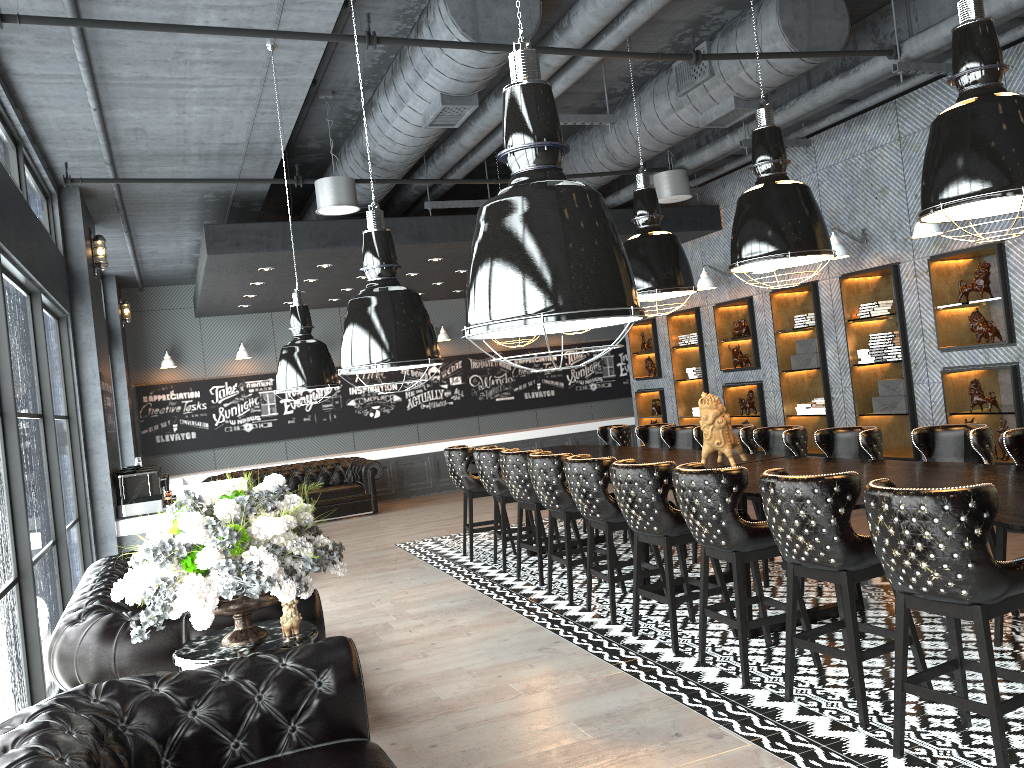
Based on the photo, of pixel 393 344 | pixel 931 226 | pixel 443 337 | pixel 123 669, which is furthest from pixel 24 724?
pixel 443 337

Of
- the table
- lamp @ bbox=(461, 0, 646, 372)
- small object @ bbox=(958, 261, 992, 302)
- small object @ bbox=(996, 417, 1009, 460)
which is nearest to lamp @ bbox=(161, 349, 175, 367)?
the table

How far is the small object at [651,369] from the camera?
12.5 meters

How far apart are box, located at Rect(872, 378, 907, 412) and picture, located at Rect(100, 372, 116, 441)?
7.3 meters

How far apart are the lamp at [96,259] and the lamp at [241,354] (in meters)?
5.44

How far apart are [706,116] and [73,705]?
6.24m

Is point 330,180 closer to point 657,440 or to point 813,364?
point 657,440

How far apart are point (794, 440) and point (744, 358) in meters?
4.2

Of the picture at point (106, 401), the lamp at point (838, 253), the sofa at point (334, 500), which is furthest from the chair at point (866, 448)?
the sofa at point (334, 500)

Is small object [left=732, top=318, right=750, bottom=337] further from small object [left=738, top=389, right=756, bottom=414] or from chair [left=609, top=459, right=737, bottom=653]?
chair [left=609, top=459, right=737, bottom=653]
